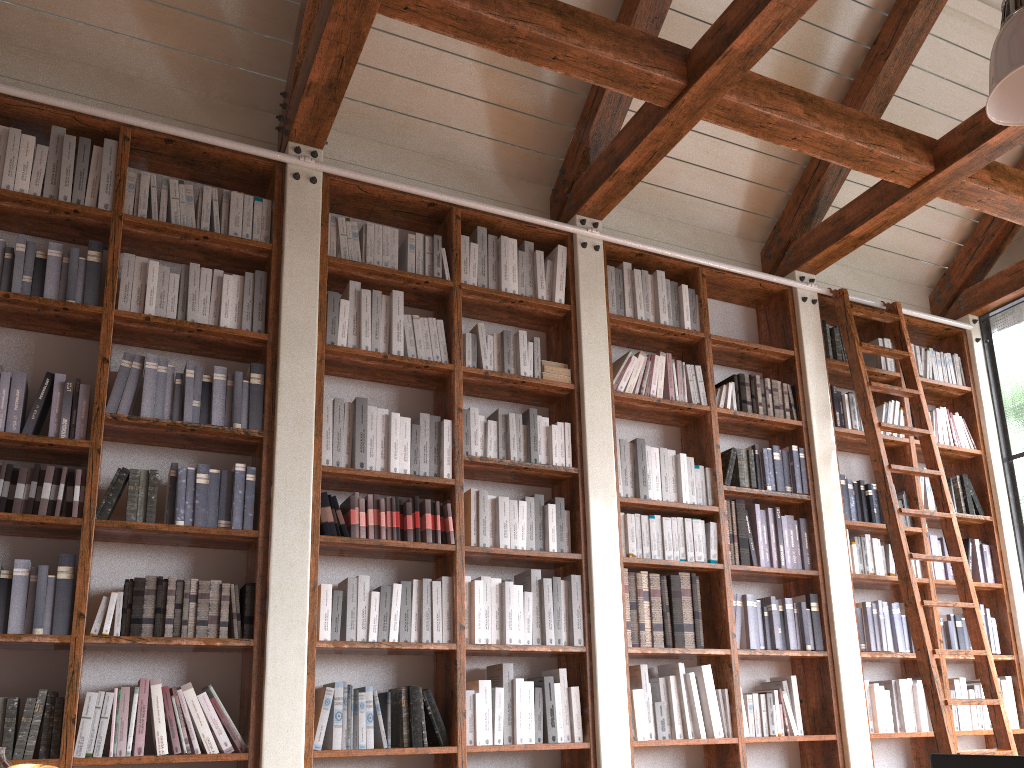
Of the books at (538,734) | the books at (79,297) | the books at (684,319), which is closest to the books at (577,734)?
the books at (538,734)

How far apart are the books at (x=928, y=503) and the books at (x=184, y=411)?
4.2 meters

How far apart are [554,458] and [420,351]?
0.83m

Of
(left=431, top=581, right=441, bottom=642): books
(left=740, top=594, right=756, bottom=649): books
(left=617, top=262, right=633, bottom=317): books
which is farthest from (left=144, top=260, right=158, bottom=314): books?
(left=740, top=594, right=756, bottom=649): books

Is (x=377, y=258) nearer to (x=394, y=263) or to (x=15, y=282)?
(x=394, y=263)

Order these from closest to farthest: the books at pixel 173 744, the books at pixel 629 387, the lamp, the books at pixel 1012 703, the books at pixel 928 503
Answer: the lamp → the books at pixel 173 744 → the books at pixel 629 387 → the books at pixel 1012 703 → the books at pixel 928 503

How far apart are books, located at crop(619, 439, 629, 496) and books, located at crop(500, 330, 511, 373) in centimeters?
71cm

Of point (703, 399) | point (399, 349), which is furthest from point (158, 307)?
point (703, 399)

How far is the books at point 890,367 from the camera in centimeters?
553cm

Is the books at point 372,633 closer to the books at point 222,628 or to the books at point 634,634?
the books at point 222,628
